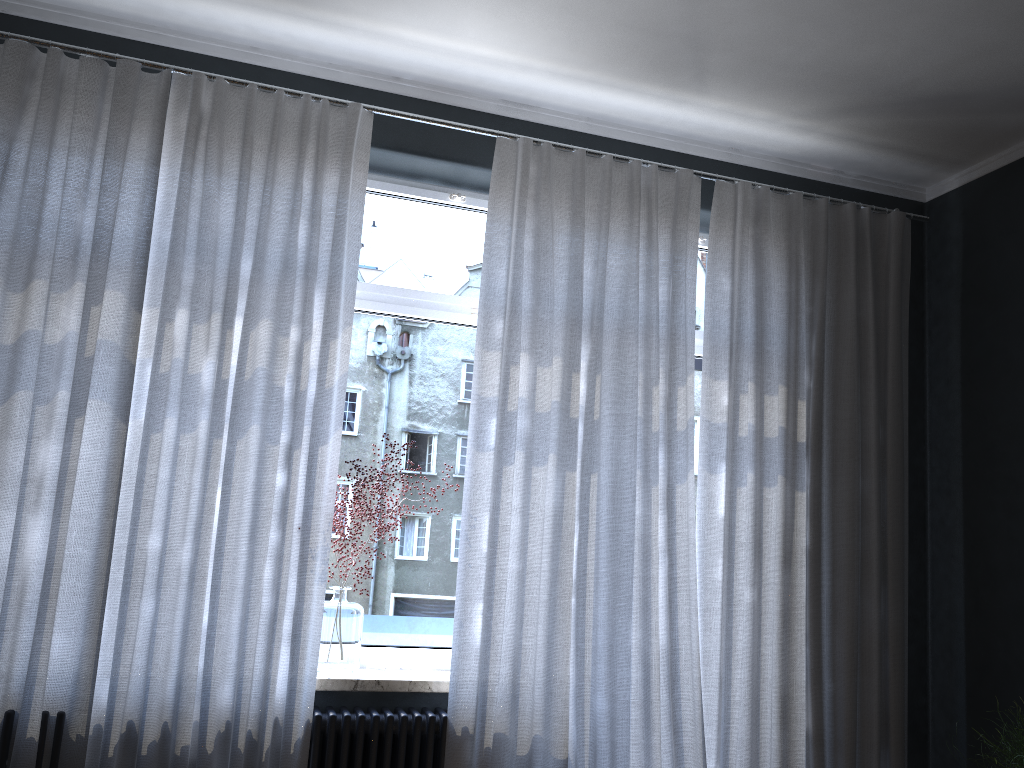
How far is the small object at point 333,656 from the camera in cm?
295

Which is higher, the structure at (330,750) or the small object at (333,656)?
the small object at (333,656)

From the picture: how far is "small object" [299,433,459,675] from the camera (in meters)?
2.95

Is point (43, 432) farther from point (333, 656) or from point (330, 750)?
point (330, 750)

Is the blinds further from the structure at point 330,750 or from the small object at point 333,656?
the small object at point 333,656

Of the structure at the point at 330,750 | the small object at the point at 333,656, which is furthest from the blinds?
the small object at the point at 333,656

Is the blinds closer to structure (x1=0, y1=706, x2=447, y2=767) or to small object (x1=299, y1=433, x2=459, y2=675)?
structure (x1=0, y1=706, x2=447, y2=767)

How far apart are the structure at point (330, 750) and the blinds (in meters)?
0.02

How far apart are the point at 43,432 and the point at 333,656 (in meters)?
1.15

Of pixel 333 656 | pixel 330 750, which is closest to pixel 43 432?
pixel 333 656
